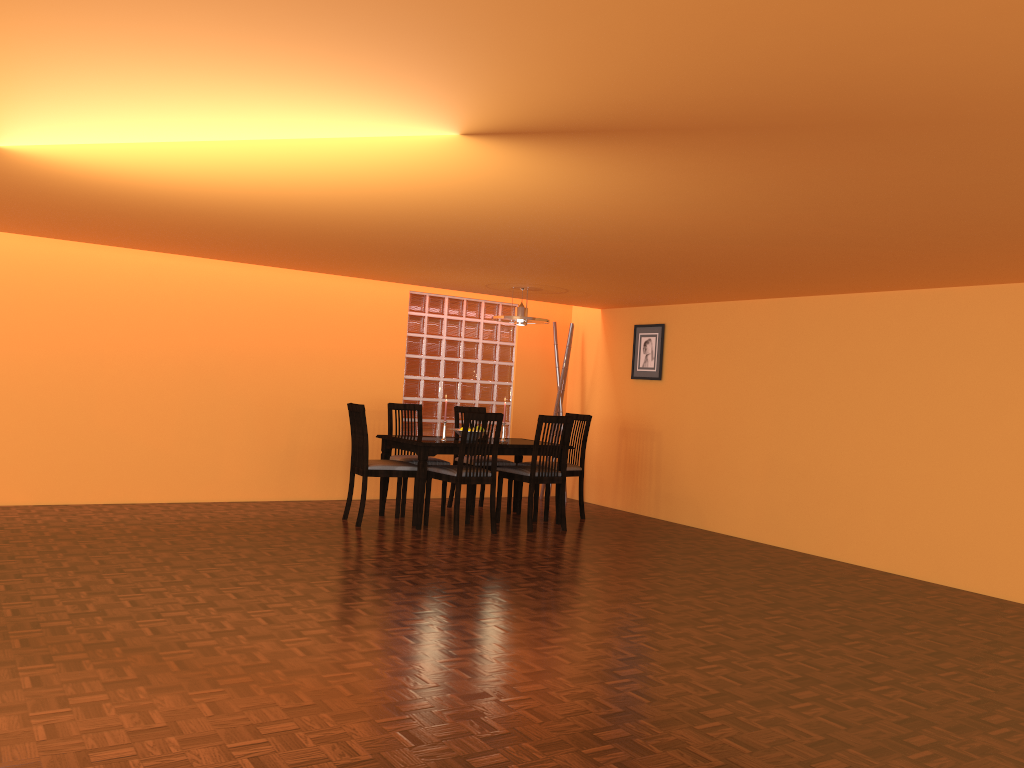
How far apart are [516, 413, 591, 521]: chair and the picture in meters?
0.7 m

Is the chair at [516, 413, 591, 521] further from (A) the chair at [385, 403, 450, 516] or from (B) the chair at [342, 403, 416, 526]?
(B) the chair at [342, 403, 416, 526]

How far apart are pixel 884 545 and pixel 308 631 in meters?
3.7

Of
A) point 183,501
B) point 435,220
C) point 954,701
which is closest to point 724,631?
point 954,701

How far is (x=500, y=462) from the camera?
6.7m

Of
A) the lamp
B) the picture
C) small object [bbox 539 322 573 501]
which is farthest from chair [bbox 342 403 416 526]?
the picture

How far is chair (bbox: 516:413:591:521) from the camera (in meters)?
6.71

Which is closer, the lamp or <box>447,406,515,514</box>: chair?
the lamp

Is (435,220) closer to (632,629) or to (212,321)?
(632,629)

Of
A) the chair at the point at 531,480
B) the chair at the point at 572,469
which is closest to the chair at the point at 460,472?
the chair at the point at 531,480
